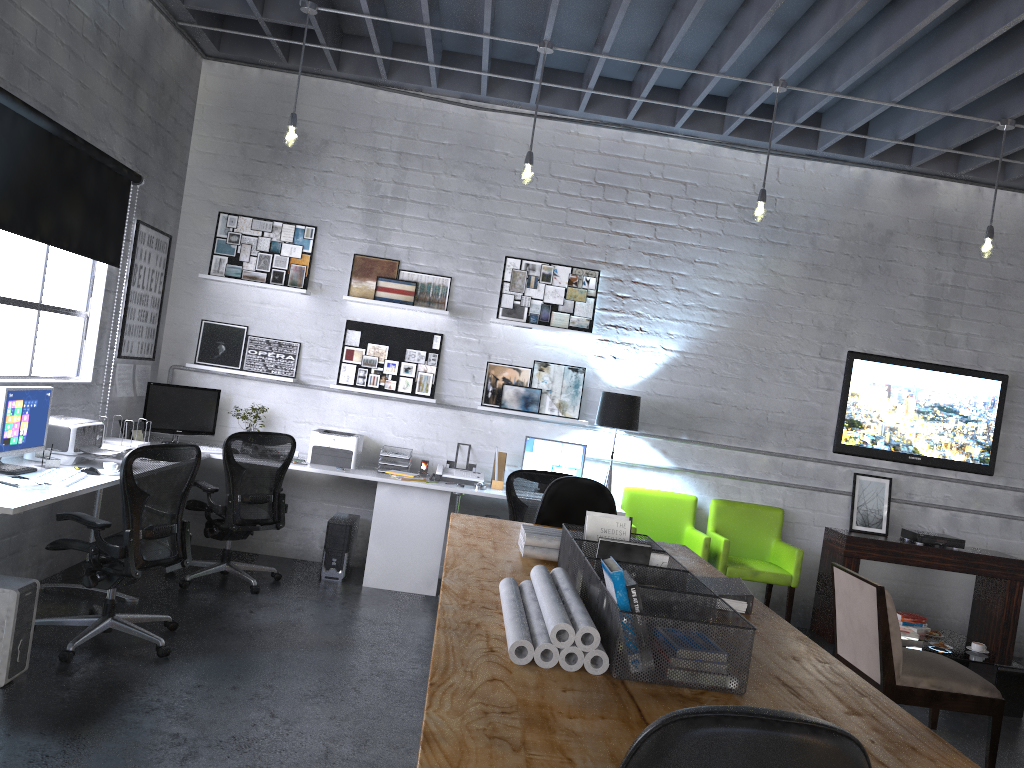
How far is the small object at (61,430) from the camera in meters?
4.7

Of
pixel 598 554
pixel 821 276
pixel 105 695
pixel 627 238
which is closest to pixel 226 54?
pixel 627 238

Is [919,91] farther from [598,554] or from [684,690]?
[684,690]

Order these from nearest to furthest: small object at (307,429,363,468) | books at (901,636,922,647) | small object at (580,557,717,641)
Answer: small object at (580,557,717,641)
books at (901,636,922,647)
small object at (307,429,363,468)

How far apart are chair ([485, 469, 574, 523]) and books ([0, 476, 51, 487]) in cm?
285

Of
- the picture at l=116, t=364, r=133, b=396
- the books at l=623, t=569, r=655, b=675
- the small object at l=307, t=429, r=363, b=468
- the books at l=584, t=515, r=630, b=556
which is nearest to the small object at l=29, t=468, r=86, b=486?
the picture at l=116, t=364, r=133, b=396

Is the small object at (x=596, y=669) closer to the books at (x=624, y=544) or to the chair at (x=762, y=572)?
the books at (x=624, y=544)

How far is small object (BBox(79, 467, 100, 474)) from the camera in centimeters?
452cm

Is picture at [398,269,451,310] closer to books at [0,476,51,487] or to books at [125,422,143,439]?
books at [125,422,143,439]

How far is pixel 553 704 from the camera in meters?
1.8 m
